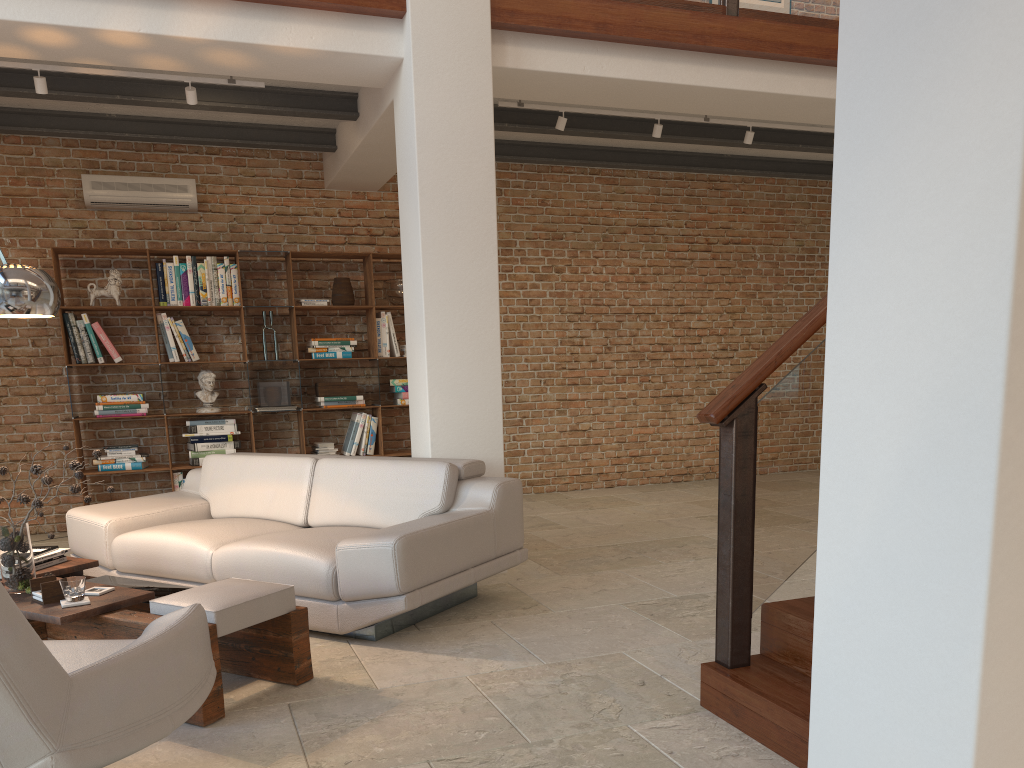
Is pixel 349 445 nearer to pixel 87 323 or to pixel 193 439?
pixel 193 439

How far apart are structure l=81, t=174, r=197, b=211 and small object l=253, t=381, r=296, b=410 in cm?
155

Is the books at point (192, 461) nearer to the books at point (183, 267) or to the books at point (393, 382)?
the books at point (183, 267)

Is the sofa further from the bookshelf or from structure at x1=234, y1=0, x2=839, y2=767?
the bookshelf

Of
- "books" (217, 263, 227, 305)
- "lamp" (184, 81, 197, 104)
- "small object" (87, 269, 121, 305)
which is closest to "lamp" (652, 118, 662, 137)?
"lamp" (184, 81, 197, 104)

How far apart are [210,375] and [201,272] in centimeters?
83cm

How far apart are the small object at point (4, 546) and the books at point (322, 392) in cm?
379

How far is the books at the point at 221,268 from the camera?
7.1m

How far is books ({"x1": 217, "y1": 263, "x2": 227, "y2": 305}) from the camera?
7.1m

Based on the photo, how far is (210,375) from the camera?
7.1 meters
